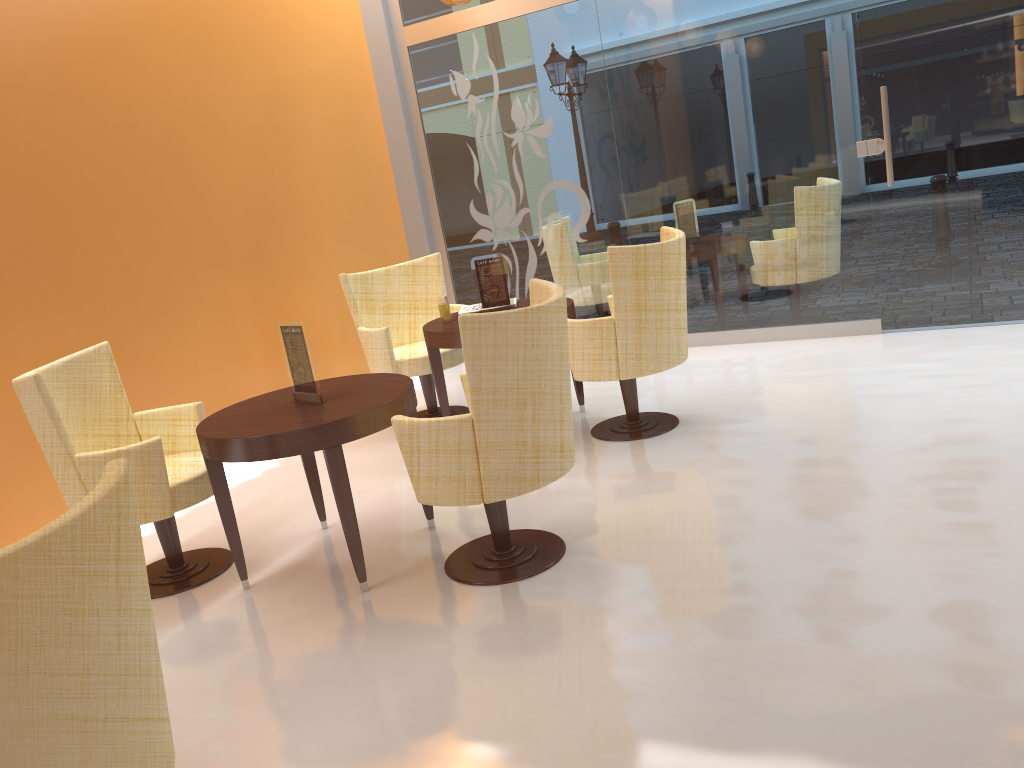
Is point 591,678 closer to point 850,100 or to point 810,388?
point 810,388

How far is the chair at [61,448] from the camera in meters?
3.4

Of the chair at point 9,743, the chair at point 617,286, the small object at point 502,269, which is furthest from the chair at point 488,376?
the small object at point 502,269

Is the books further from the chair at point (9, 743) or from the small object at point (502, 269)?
the chair at point (9, 743)

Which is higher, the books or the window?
the window

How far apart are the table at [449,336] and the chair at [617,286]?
0.2 meters

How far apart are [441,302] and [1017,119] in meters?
3.5 m

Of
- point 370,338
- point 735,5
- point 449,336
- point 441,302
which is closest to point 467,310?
point 441,302

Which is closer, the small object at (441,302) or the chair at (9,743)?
the chair at (9,743)

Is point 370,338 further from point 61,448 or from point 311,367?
point 61,448
